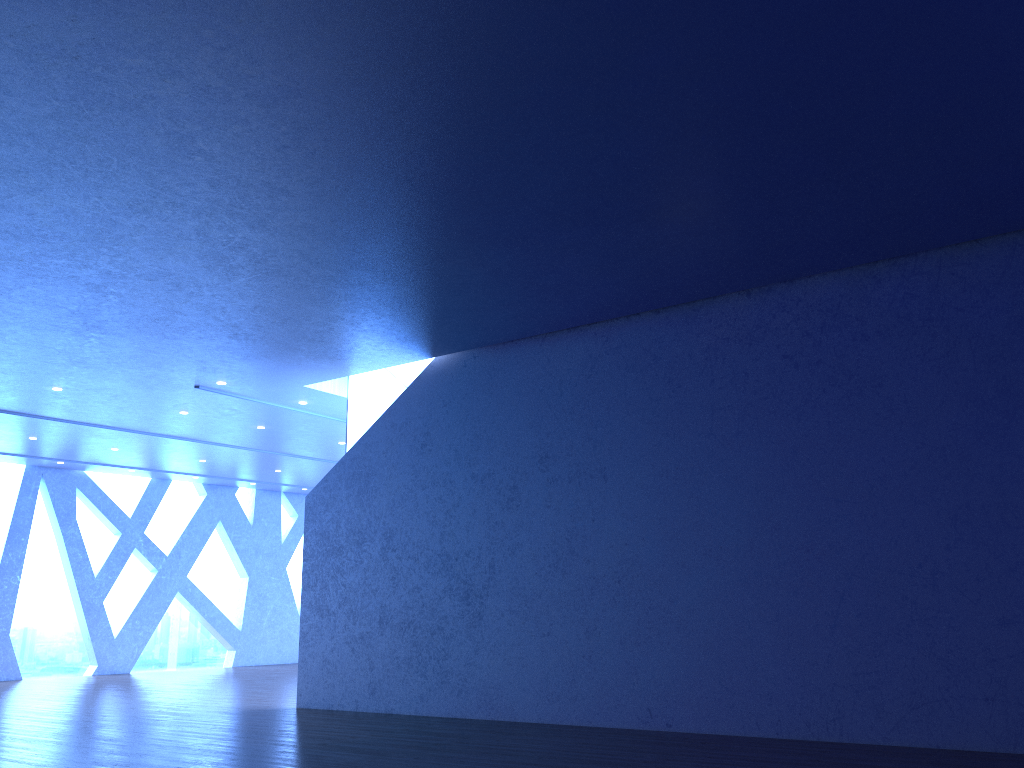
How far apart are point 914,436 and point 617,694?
3.4 meters
